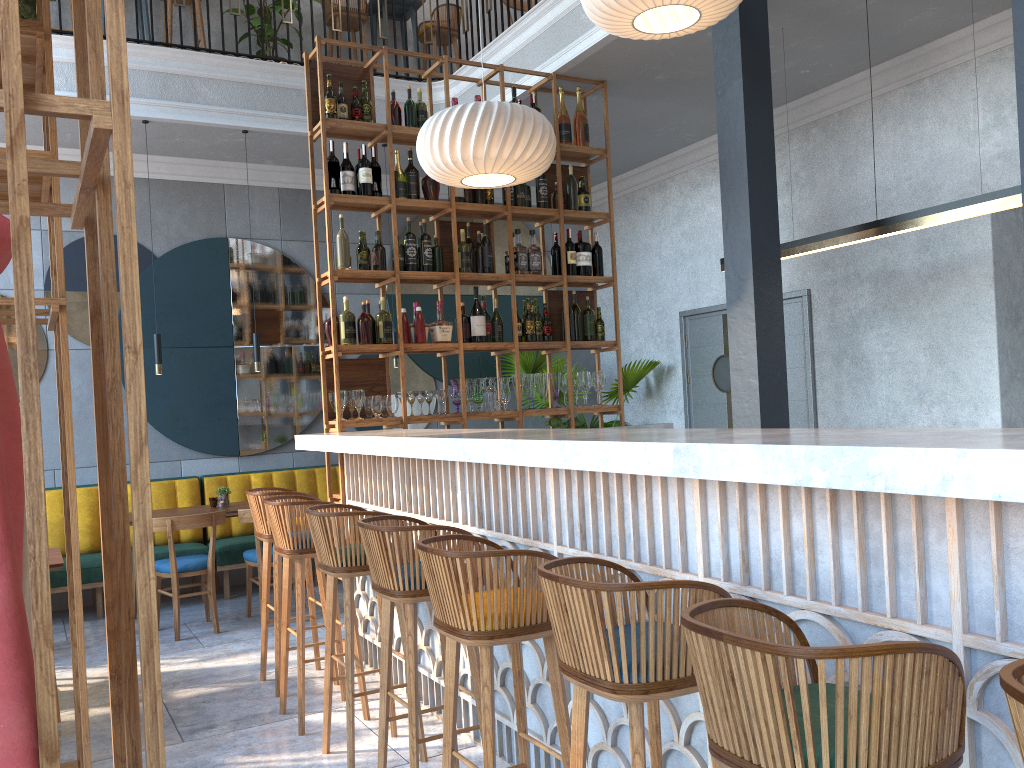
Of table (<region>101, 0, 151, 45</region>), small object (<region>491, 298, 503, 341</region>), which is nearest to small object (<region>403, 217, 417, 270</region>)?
small object (<region>491, 298, 503, 341</region>)

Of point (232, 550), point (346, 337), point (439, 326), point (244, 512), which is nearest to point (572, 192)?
point (439, 326)

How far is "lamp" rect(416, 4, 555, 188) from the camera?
4.50m

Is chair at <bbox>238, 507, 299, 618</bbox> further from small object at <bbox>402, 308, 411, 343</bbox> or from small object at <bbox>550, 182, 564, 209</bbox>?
small object at <bbox>550, 182, 564, 209</bbox>

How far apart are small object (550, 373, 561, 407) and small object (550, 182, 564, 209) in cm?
114

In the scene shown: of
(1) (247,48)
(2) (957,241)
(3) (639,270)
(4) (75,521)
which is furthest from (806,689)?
(1) (247,48)

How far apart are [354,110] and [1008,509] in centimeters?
441cm

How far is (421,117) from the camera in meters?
5.4 m

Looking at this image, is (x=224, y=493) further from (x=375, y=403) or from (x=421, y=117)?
(x=421, y=117)

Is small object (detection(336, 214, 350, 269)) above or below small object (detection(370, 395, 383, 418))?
above
